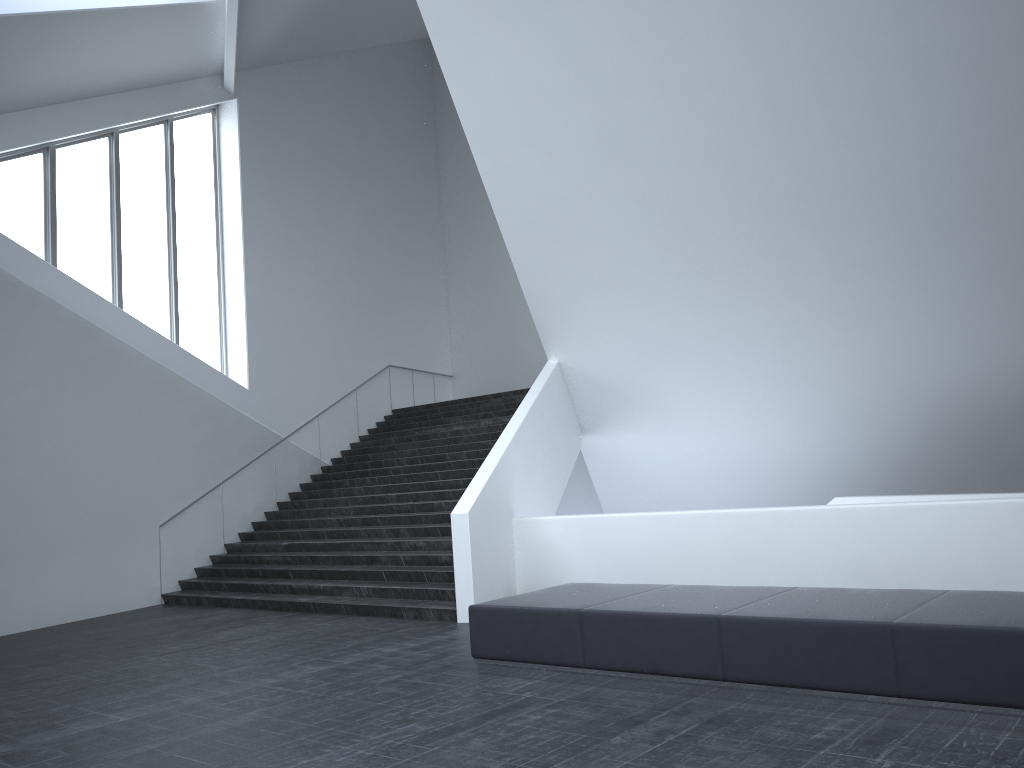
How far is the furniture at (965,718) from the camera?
5.1 meters

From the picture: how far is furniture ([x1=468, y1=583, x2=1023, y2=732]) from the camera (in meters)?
5.07

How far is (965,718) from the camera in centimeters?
507cm
